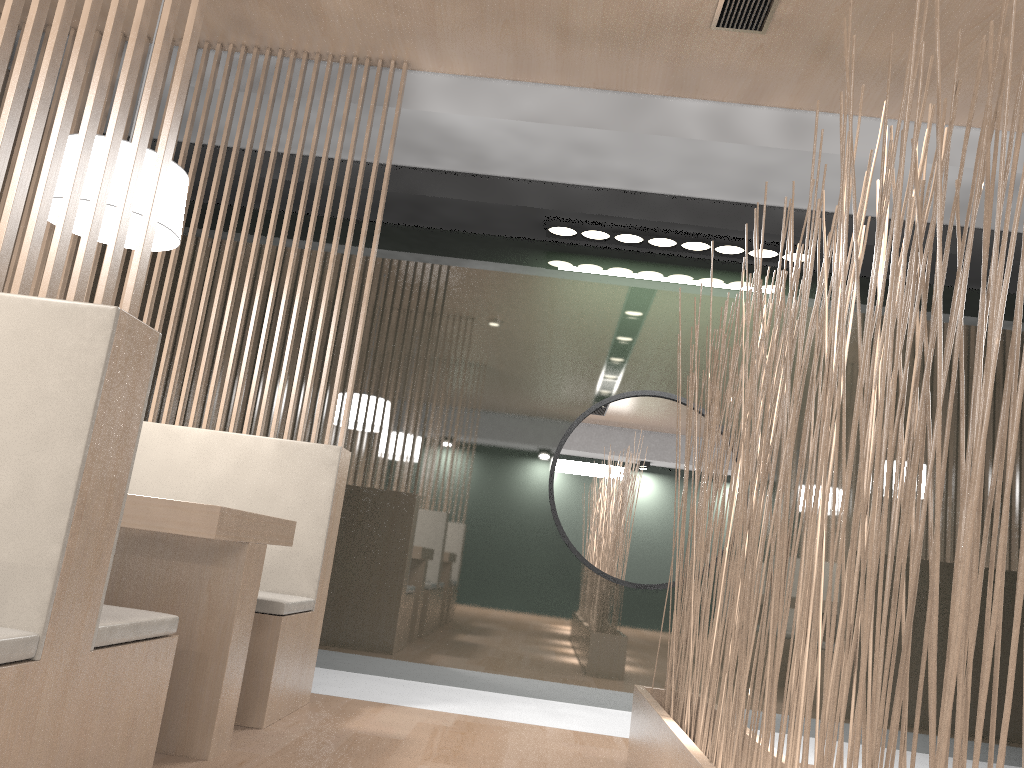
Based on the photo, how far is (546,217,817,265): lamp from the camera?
2.6m

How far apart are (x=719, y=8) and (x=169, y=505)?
1.5 meters

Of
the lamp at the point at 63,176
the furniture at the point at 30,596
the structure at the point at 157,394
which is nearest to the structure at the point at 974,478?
the furniture at the point at 30,596

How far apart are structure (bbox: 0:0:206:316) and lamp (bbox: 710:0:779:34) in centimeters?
121cm

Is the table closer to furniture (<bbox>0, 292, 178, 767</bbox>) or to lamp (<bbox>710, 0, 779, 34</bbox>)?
furniture (<bbox>0, 292, 178, 767</bbox>)

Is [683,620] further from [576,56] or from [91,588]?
[576,56]

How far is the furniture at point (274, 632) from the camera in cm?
173

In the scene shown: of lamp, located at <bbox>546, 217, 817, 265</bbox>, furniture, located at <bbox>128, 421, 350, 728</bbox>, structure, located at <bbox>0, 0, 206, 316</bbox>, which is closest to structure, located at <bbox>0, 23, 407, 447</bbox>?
furniture, located at <bbox>128, 421, 350, 728</bbox>

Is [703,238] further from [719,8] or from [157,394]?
[157,394]

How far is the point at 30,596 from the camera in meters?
0.9 m
